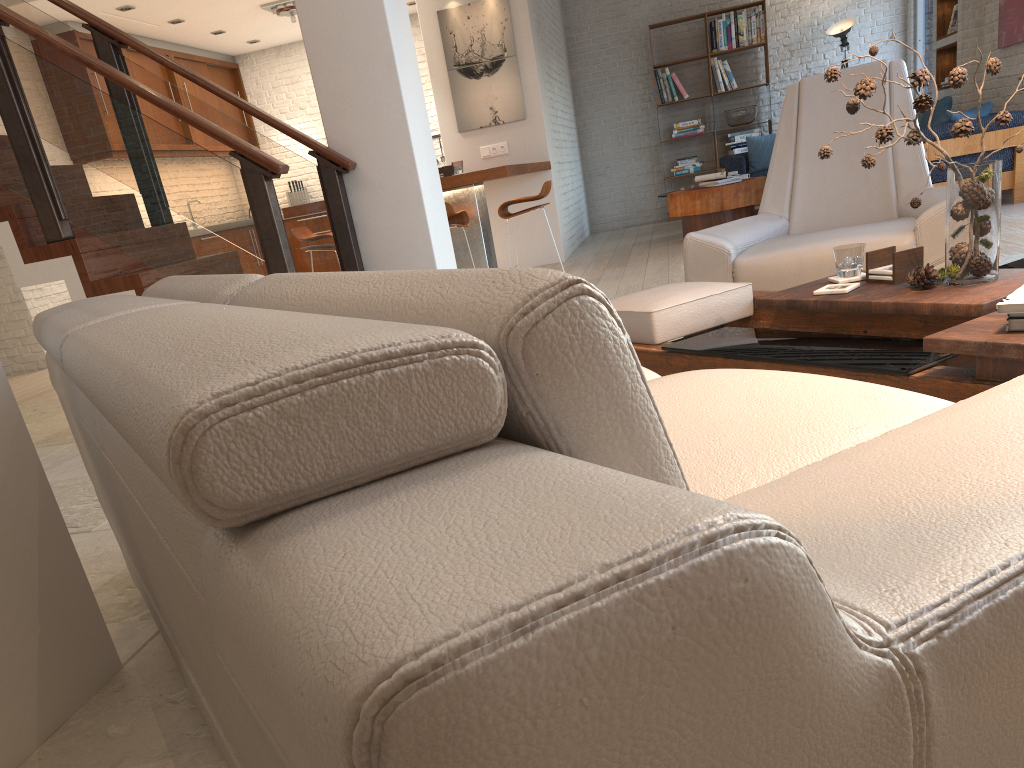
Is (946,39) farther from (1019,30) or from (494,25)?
(494,25)

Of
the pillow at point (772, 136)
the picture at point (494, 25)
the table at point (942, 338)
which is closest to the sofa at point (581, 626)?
the table at point (942, 338)

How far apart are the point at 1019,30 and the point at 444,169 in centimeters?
497cm

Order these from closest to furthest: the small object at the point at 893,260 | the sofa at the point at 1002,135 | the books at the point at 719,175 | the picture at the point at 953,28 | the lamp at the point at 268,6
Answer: the small object at the point at 893,260 → the sofa at the point at 1002,135 → the books at the point at 719,175 → the picture at the point at 953,28 → the lamp at the point at 268,6

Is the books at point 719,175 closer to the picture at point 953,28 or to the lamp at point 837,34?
the picture at point 953,28

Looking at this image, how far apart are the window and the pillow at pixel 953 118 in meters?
3.7 m

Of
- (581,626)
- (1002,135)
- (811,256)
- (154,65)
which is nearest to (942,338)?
(811,256)

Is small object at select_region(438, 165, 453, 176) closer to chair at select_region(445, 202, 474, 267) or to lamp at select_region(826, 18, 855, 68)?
chair at select_region(445, 202, 474, 267)

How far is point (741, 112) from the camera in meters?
11.0

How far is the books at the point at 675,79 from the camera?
11.2 meters
